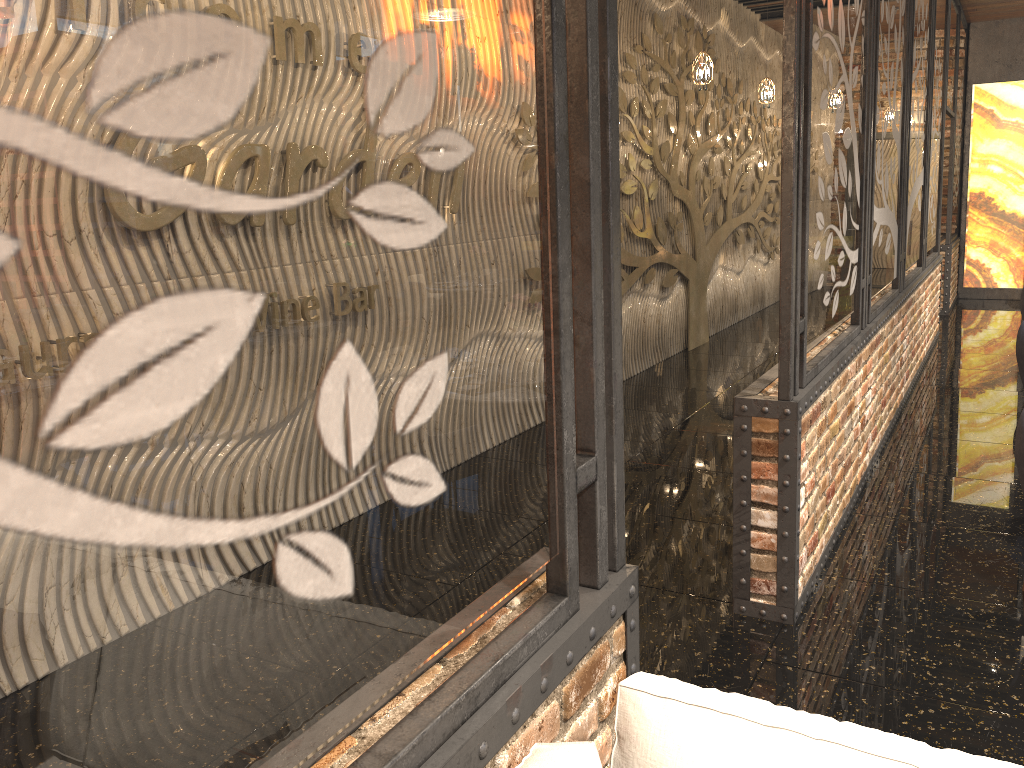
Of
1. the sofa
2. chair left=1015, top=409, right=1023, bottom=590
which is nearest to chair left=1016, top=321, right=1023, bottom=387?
chair left=1015, top=409, right=1023, bottom=590

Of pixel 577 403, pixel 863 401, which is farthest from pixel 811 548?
pixel 577 403

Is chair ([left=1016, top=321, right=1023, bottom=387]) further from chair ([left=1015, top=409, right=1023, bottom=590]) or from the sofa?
the sofa

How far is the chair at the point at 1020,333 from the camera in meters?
5.9

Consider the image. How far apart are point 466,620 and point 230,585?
0.6 meters

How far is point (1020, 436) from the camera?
3.74m

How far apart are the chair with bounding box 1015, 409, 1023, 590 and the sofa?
2.80m

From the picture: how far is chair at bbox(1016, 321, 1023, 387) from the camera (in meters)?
5.91

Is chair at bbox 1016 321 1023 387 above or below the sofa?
below

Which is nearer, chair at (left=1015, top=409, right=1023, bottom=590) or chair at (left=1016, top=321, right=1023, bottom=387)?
chair at (left=1015, top=409, right=1023, bottom=590)
